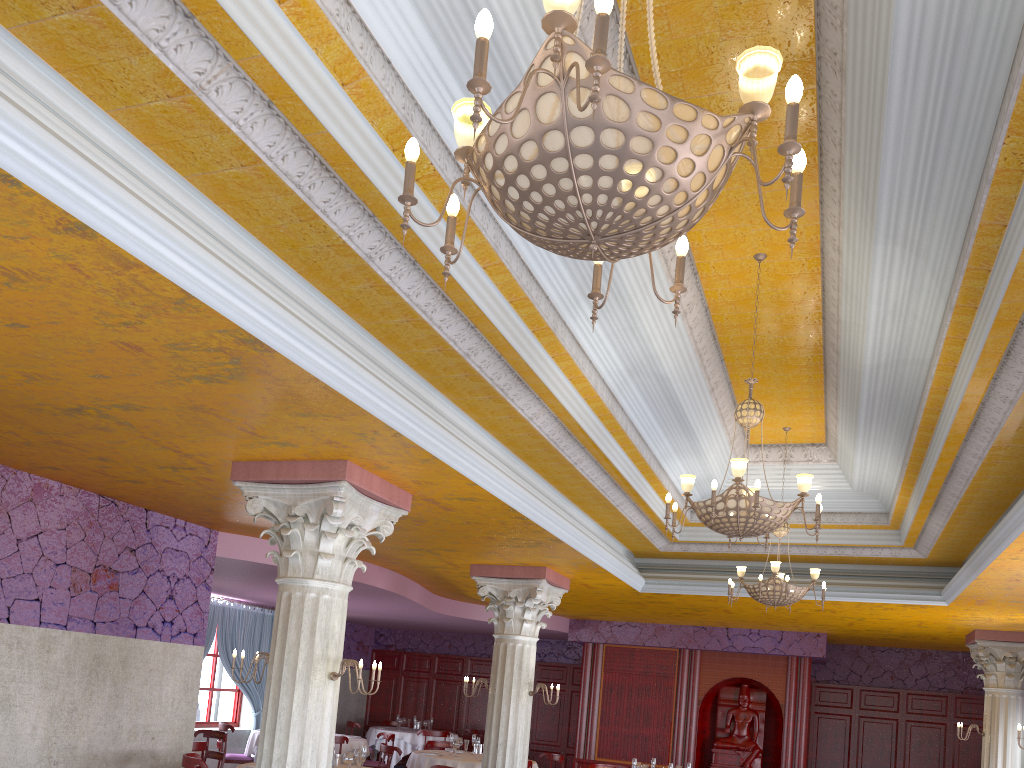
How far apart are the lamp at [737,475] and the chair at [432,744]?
9.45m

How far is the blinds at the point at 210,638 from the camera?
15.3m

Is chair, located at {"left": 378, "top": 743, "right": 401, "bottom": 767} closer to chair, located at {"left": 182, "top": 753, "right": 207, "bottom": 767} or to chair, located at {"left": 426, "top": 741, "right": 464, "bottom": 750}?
chair, located at {"left": 426, "top": 741, "right": 464, "bottom": 750}

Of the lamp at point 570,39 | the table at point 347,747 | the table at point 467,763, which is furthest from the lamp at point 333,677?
the table at point 347,747

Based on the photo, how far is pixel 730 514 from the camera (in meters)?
5.79

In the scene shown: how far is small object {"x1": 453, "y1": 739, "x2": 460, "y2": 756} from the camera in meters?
12.4

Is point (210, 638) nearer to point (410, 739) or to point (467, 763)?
point (410, 739)

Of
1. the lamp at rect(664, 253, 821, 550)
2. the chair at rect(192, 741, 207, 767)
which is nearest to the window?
the chair at rect(192, 741, 207, 767)

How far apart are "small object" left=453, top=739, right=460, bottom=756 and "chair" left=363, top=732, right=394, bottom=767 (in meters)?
2.45

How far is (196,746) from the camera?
10.0m
